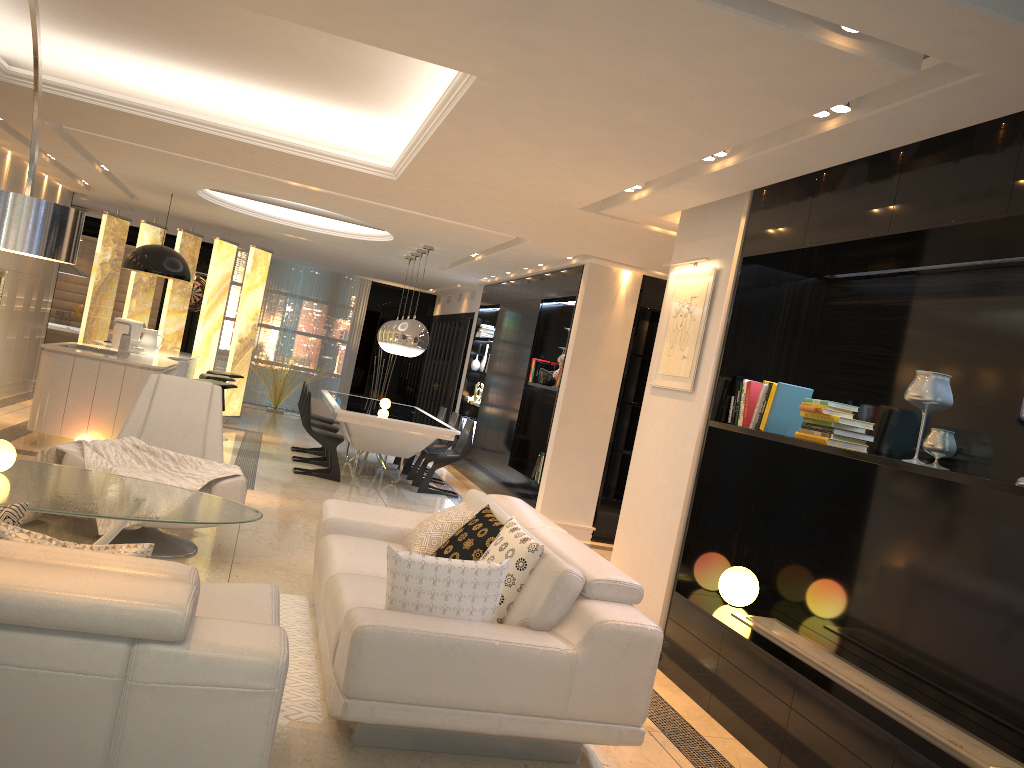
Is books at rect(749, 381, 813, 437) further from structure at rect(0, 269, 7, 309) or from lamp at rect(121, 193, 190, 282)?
structure at rect(0, 269, 7, 309)

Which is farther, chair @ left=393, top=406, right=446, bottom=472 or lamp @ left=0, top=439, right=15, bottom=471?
chair @ left=393, top=406, right=446, bottom=472

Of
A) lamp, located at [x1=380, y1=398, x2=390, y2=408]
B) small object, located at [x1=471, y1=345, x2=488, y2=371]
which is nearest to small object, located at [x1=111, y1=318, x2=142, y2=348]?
lamp, located at [x1=380, y1=398, x2=390, y2=408]

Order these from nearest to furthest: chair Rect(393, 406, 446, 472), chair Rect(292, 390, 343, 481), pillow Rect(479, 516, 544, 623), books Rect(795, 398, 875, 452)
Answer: pillow Rect(479, 516, 544, 623)
books Rect(795, 398, 875, 452)
chair Rect(292, 390, 343, 481)
chair Rect(393, 406, 446, 472)

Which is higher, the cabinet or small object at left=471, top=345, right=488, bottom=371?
small object at left=471, top=345, right=488, bottom=371

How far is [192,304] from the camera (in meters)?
15.58

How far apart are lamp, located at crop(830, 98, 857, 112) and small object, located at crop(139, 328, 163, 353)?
8.11m

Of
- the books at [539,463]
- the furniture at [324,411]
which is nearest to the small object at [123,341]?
the books at [539,463]

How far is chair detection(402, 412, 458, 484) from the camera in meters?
10.3 m

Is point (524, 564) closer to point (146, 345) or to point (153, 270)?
point (153, 270)
